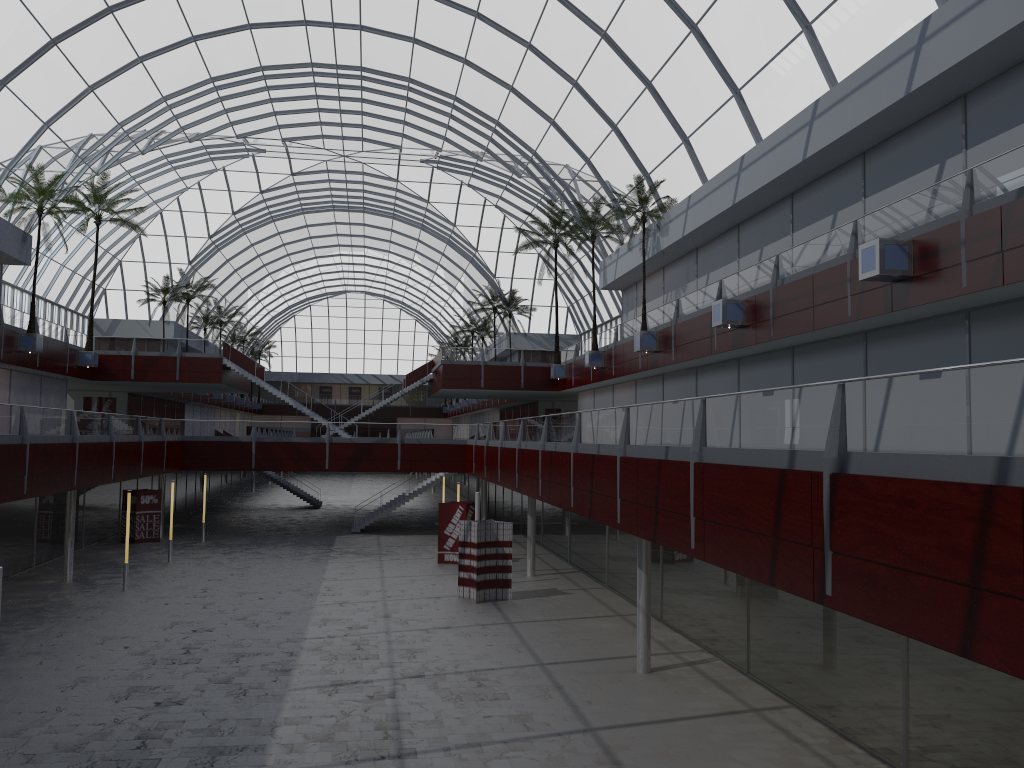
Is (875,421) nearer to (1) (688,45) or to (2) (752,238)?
(2) (752,238)

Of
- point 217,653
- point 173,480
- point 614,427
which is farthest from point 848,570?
point 173,480
